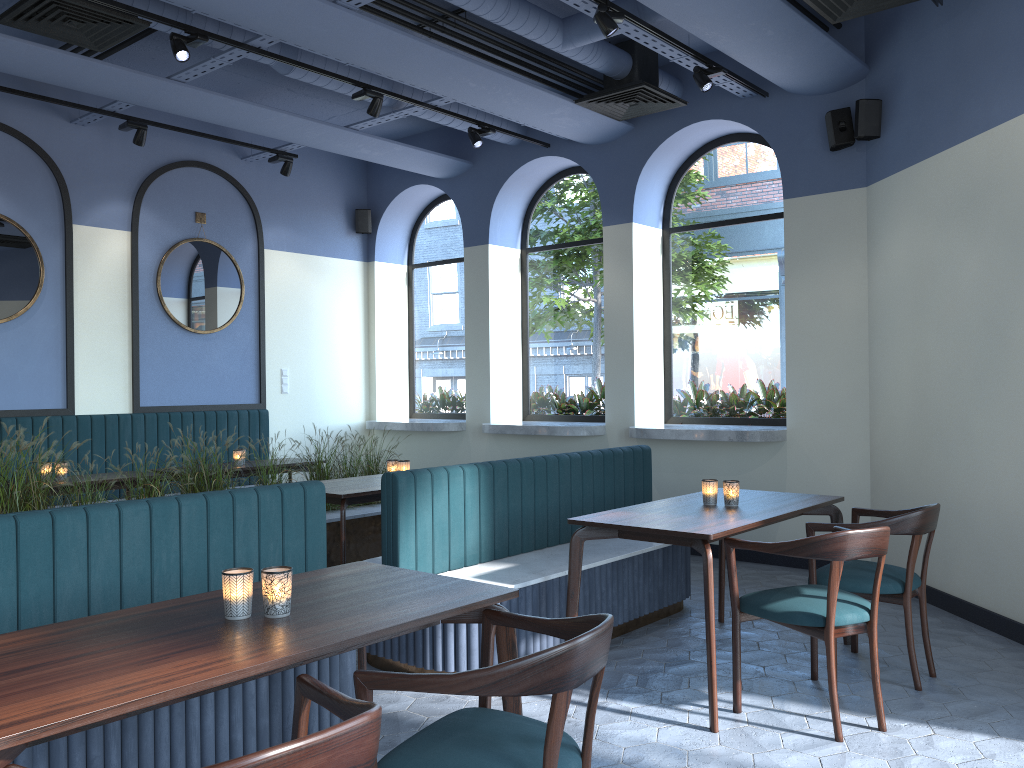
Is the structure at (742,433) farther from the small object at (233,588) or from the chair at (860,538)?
the small object at (233,588)

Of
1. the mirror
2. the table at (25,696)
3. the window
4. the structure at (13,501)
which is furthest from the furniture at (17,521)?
the window

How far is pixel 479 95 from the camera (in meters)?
6.21

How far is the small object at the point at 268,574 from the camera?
2.25m

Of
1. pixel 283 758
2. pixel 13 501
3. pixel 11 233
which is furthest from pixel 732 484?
pixel 11 233

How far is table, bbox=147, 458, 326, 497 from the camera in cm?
682

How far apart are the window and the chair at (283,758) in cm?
570

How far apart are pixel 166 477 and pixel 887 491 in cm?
469

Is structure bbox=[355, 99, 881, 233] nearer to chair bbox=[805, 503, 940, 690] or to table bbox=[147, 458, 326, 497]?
chair bbox=[805, 503, 940, 690]

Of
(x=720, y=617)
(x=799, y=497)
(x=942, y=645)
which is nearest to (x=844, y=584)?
(x=799, y=497)
